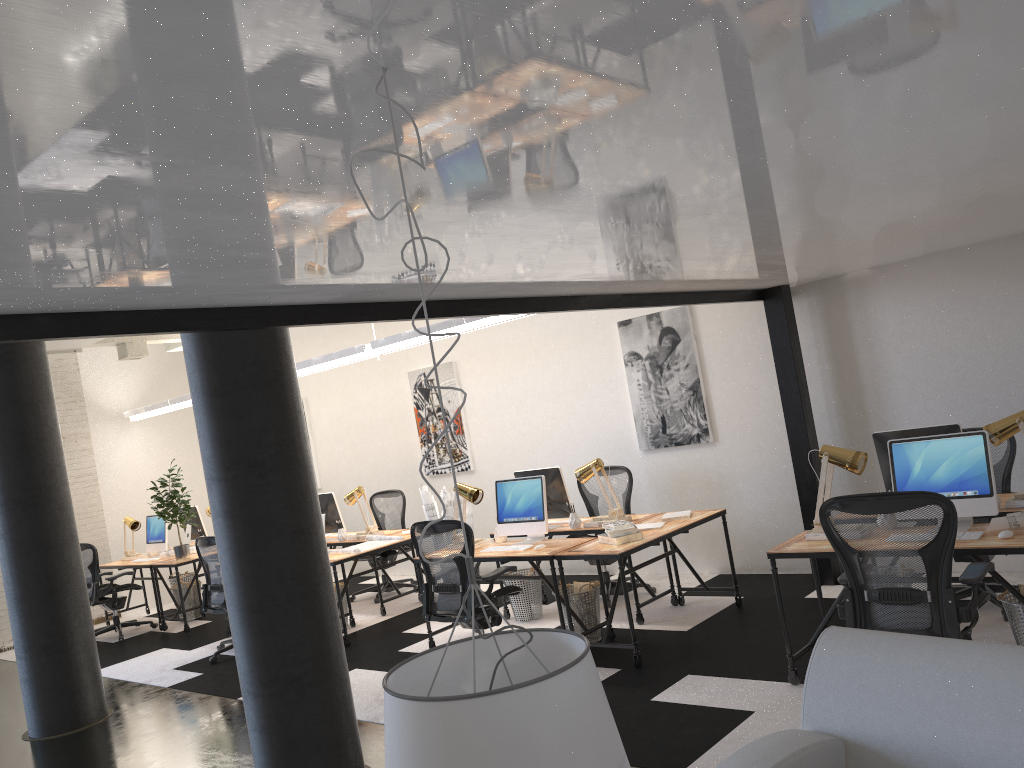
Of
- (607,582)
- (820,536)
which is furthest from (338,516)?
(820,536)

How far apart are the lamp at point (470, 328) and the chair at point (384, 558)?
1.7 meters

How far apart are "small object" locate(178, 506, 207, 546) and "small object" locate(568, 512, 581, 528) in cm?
569

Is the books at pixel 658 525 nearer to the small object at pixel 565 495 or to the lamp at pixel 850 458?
the small object at pixel 565 495

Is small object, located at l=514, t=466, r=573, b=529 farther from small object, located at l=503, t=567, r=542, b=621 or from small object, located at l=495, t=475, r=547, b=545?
small object, located at l=503, t=567, r=542, b=621

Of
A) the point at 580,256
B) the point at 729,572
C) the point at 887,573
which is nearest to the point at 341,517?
the point at 729,572

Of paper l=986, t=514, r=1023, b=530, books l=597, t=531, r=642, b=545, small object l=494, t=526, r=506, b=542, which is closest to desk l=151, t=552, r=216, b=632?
small object l=494, t=526, r=506, b=542

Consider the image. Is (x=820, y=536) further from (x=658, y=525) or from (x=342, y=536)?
(x=342, y=536)

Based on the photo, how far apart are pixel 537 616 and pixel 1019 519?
3.86m

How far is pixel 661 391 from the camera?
7.8 meters
